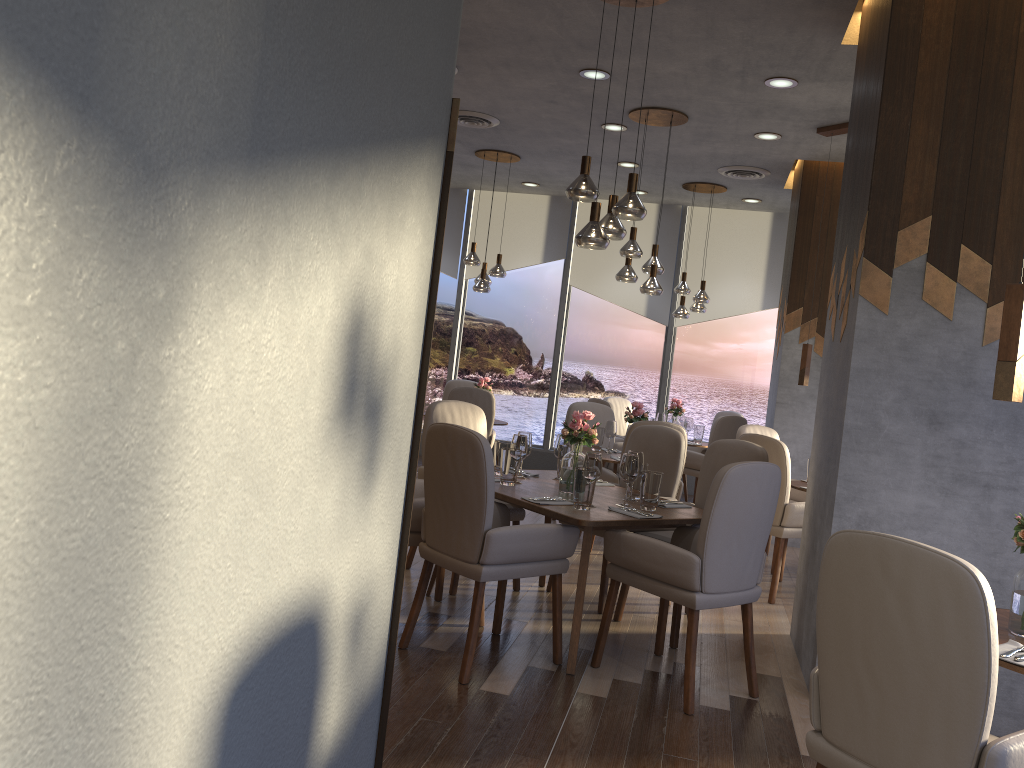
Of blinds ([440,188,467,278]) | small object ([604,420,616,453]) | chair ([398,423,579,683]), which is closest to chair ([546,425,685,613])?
chair ([398,423,579,683])

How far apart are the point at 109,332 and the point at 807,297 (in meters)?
6.98

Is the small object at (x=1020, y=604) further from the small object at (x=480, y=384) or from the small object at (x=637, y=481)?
the small object at (x=480, y=384)

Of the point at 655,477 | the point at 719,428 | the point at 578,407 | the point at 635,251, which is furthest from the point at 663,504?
the point at 719,428

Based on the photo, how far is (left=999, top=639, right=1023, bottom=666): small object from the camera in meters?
2.3 m

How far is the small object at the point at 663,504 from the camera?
4.3m

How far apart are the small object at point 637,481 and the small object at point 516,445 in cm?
58

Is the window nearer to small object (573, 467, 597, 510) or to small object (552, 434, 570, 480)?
small object (552, 434, 570, 480)

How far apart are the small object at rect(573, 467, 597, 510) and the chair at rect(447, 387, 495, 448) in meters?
3.8

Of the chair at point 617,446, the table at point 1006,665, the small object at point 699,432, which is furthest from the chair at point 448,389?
the table at point 1006,665
